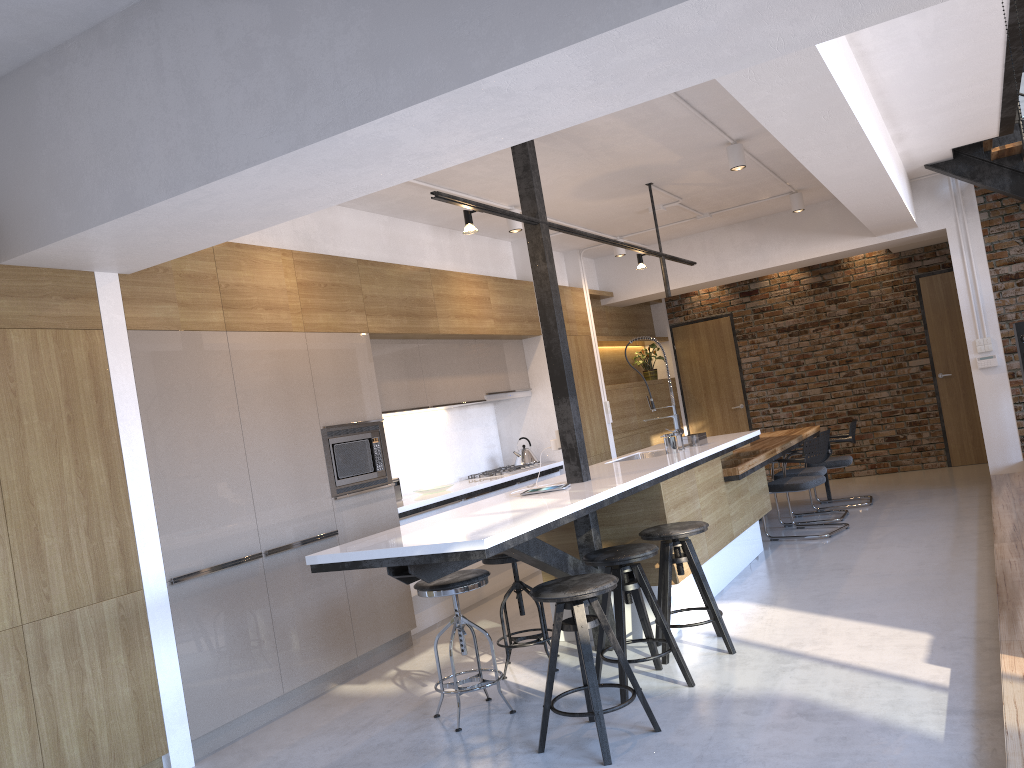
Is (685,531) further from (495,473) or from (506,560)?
(495,473)

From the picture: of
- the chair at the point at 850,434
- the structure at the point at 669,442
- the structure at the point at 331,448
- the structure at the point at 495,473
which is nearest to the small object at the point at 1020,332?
the chair at the point at 850,434

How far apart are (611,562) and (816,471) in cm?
422

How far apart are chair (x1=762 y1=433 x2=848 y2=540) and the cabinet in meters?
0.1 m

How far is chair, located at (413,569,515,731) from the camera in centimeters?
388cm

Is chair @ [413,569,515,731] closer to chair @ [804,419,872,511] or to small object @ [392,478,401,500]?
small object @ [392,478,401,500]

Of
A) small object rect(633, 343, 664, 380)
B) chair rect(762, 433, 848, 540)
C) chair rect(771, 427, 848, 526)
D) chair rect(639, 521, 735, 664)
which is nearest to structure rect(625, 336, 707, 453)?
chair rect(762, 433, 848, 540)

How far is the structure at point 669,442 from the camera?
5.8m

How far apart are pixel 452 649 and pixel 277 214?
2.0m

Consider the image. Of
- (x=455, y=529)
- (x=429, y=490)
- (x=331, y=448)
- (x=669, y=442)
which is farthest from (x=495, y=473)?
(x=455, y=529)
